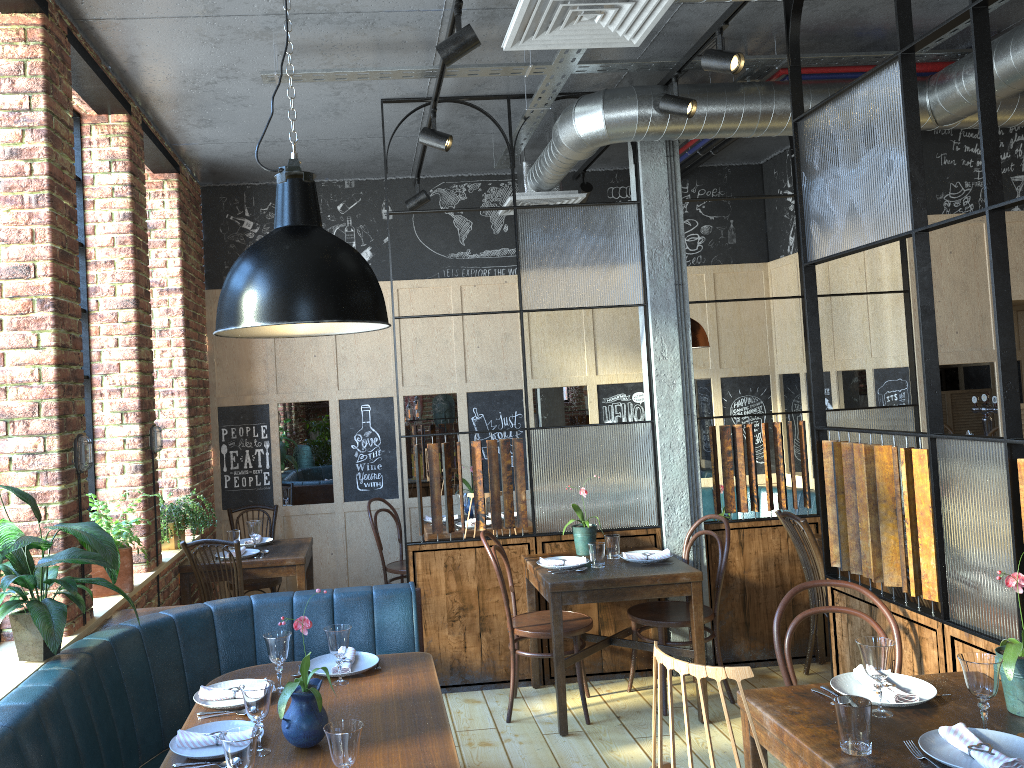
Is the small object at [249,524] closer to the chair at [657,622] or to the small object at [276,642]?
the chair at [657,622]

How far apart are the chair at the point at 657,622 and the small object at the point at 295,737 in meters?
2.4 m

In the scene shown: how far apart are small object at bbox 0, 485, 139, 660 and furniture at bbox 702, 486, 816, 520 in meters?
4.6 m

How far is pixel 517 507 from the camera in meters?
5.0 m

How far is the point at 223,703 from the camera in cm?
289

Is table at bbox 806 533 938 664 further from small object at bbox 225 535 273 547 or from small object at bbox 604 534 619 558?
small object at bbox 225 535 273 547

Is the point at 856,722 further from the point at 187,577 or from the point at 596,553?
the point at 187,577

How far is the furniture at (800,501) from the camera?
6.4 meters

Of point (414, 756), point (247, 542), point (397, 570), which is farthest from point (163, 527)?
point (414, 756)

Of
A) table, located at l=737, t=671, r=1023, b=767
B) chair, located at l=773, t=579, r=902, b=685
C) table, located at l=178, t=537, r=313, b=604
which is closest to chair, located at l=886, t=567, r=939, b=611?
chair, located at l=773, t=579, r=902, b=685
